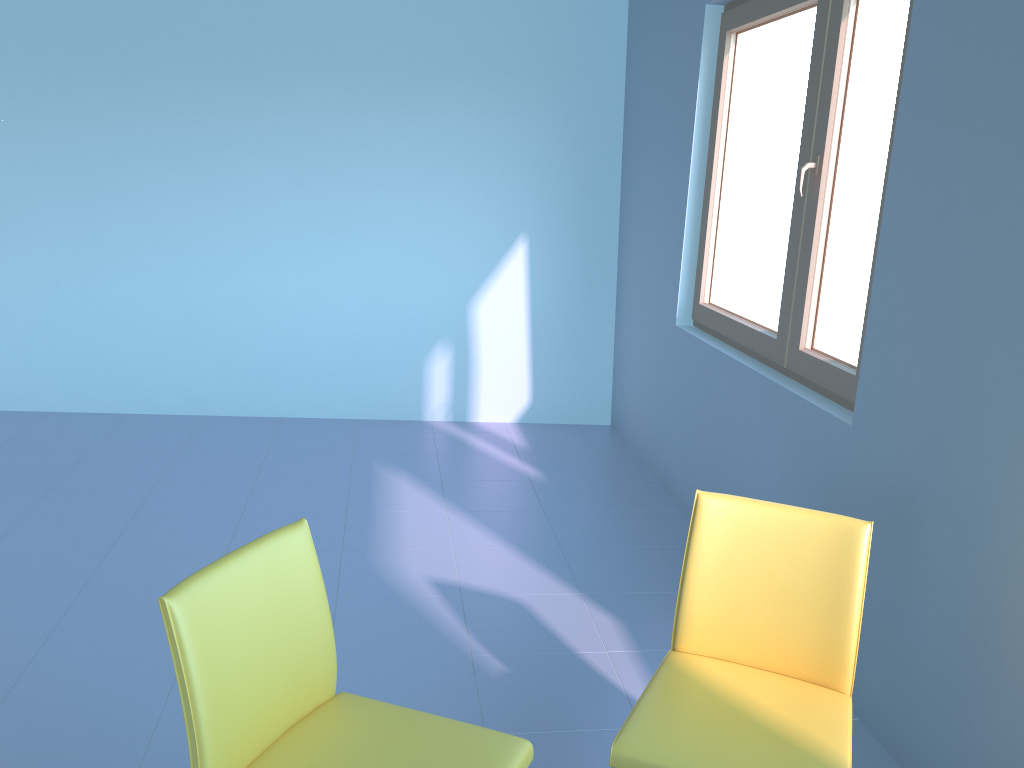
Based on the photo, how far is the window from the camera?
2.6 meters

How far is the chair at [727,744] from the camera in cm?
153

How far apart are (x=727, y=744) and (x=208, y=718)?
0.9 meters

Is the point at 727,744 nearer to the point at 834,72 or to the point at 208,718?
the point at 208,718

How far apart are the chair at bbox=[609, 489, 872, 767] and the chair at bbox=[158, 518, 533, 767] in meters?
0.1

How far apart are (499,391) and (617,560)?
1.7m

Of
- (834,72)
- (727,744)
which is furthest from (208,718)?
(834,72)

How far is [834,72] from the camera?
2.6 meters

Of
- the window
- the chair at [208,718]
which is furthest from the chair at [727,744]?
the window

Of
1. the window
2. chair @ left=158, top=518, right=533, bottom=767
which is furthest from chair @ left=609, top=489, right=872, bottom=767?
the window
